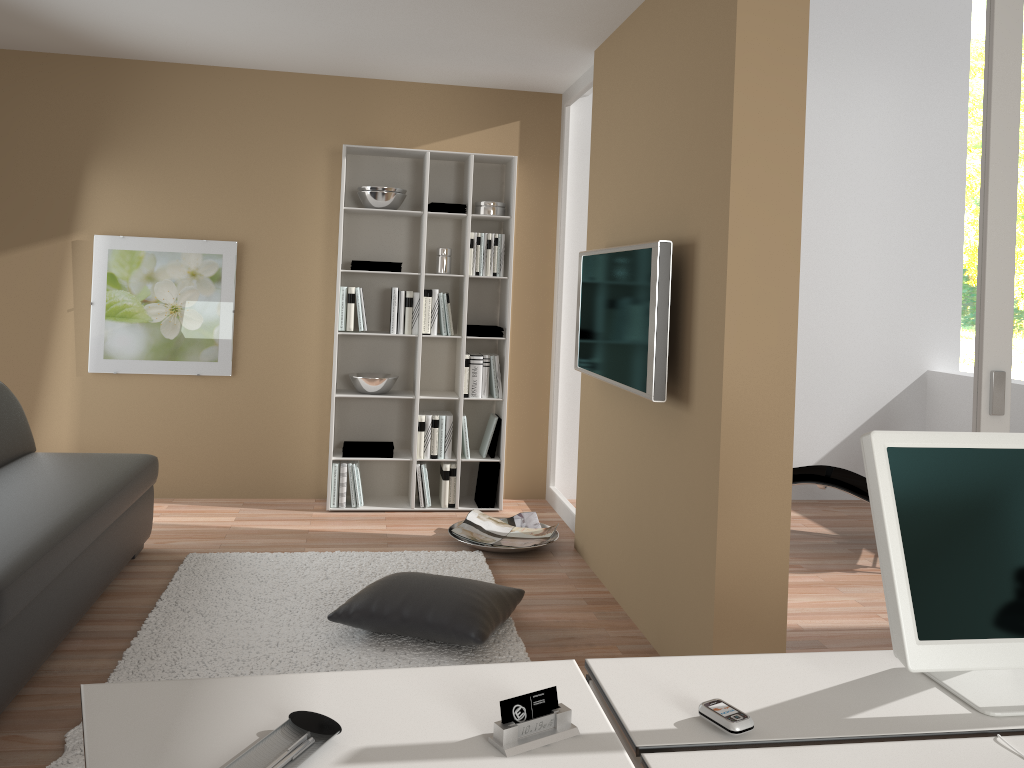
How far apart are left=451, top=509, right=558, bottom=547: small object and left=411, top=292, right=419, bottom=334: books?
1.13m

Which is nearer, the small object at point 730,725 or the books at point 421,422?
the small object at point 730,725

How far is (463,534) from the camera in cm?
470

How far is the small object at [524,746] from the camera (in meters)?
1.31

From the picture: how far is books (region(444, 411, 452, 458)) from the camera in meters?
5.3 m

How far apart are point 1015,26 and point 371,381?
3.6 meters

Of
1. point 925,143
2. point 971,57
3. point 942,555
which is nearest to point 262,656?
point 942,555

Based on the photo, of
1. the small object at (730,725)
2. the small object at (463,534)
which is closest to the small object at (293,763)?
the small object at (730,725)

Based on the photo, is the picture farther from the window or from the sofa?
the window

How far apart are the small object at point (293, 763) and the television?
2.1 meters
